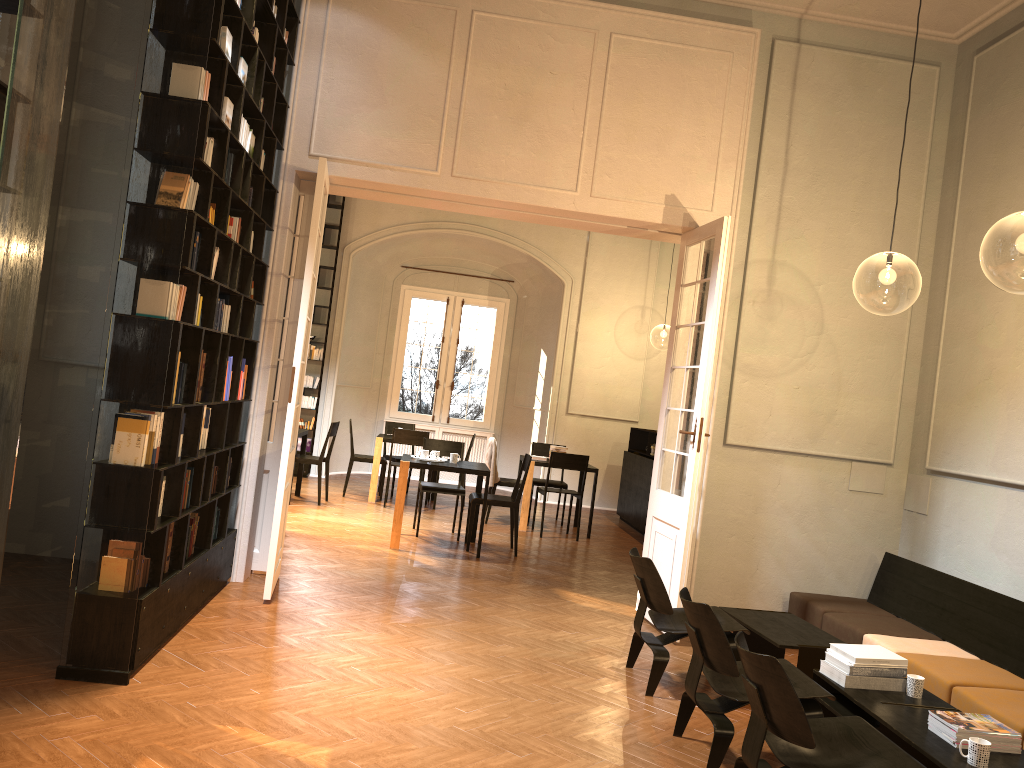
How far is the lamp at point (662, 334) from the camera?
29.89m

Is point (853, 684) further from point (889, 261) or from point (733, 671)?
point (889, 261)

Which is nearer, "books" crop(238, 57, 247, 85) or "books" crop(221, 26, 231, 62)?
"books" crop(221, 26, 231, 62)

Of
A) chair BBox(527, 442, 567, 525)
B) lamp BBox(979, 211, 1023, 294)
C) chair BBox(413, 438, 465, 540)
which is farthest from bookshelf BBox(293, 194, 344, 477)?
lamp BBox(979, 211, 1023, 294)

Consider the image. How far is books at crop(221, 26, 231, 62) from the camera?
4.97m

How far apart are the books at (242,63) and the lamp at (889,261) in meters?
6.6

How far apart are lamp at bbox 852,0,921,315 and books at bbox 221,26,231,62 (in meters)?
6.85

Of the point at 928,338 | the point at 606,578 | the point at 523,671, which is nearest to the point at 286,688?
the point at 523,671

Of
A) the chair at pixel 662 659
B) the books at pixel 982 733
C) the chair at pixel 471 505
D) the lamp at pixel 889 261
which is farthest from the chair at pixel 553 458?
the books at pixel 982 733

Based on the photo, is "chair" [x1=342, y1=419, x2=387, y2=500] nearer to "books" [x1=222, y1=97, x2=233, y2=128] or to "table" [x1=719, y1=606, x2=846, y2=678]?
"table" [x1=719, y1=606, x2=846, y2=678]
